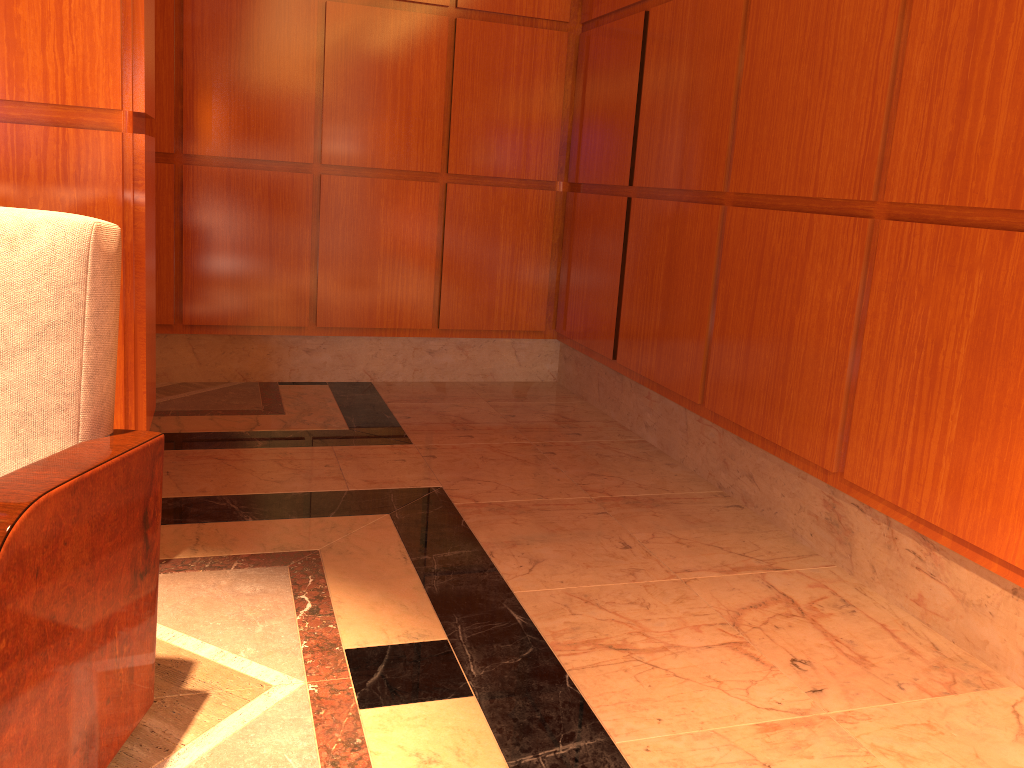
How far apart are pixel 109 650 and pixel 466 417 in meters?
2.6

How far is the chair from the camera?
1.2 meters

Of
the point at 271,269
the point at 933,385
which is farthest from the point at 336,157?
the point at 933,385

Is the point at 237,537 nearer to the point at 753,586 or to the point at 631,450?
the point at 753,586

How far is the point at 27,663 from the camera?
1.2 meters
